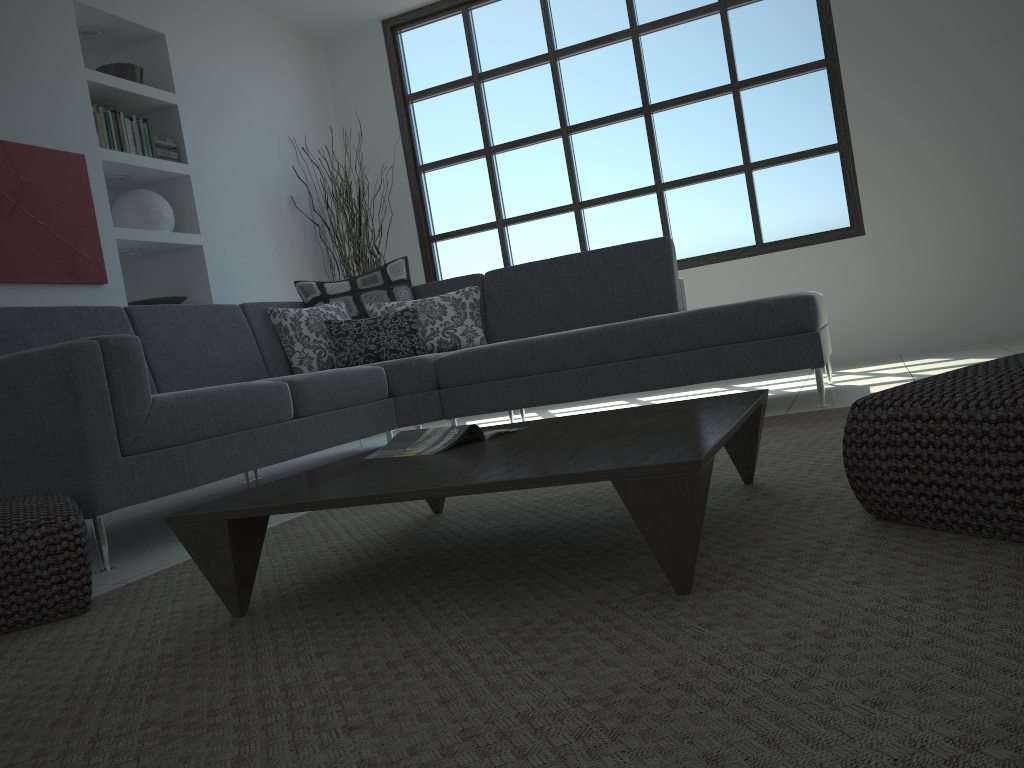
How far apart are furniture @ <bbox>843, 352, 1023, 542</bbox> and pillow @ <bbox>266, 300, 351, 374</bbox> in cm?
319

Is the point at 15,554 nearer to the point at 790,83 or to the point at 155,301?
the point at 155,301

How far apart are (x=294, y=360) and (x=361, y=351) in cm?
35

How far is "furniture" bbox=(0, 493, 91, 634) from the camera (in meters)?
1.88

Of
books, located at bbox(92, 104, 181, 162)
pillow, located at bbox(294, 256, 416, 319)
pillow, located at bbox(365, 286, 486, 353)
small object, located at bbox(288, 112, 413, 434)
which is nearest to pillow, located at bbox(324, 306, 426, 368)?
pillow, located at bbox(365, 286, 486, 353)

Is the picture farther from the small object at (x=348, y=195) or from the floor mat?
the floor mat

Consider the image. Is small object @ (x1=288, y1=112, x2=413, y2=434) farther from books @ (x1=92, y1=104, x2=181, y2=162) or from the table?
the table

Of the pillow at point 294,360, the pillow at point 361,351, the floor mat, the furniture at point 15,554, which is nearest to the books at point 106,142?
the pillow at point 294,360

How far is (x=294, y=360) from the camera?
4.4 meters

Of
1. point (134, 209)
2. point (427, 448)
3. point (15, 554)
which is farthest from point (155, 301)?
point (427, 448)
